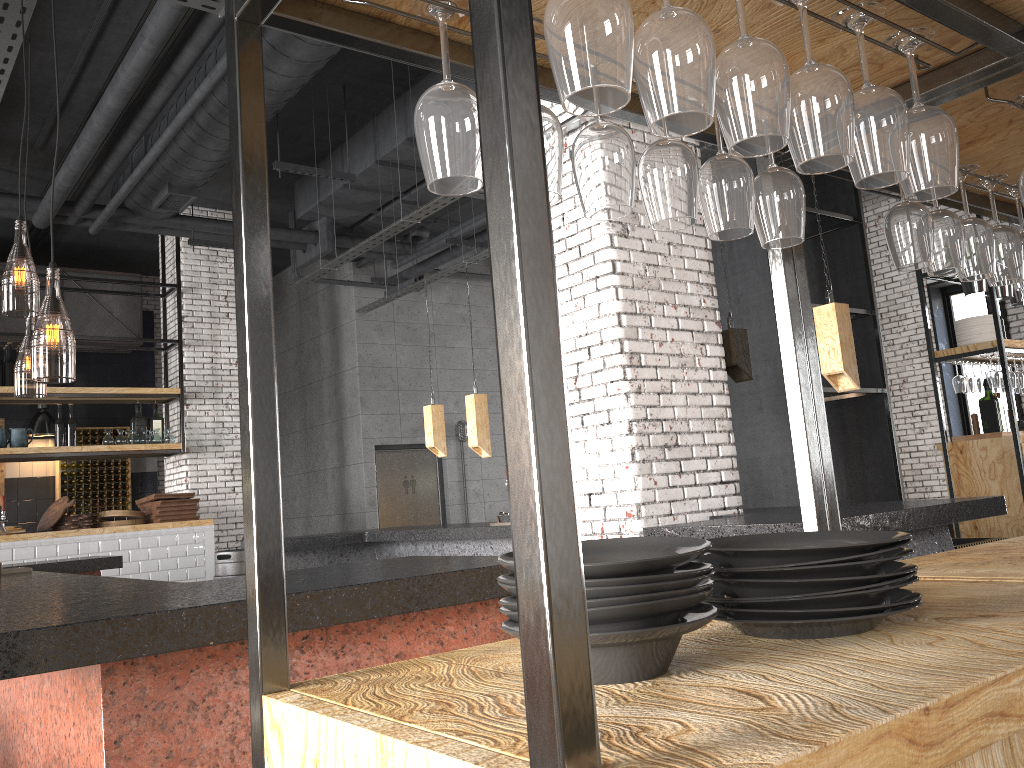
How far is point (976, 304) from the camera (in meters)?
10.30

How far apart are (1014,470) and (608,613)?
7.3 meters

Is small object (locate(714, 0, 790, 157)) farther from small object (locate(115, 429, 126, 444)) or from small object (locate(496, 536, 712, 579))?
small object (locate(115, 429, 126, 444))

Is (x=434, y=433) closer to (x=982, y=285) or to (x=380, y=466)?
(x=380, y=466)

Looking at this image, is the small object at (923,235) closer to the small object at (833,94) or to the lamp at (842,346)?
the small object at (833,94)

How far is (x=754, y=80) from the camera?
1.1 meters

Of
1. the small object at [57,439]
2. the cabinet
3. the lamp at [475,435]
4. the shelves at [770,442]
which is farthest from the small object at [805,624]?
the cabinet

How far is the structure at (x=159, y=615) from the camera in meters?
1.9

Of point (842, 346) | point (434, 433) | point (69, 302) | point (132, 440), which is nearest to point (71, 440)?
point (132, 440)

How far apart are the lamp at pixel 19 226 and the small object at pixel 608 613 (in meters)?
2.50
